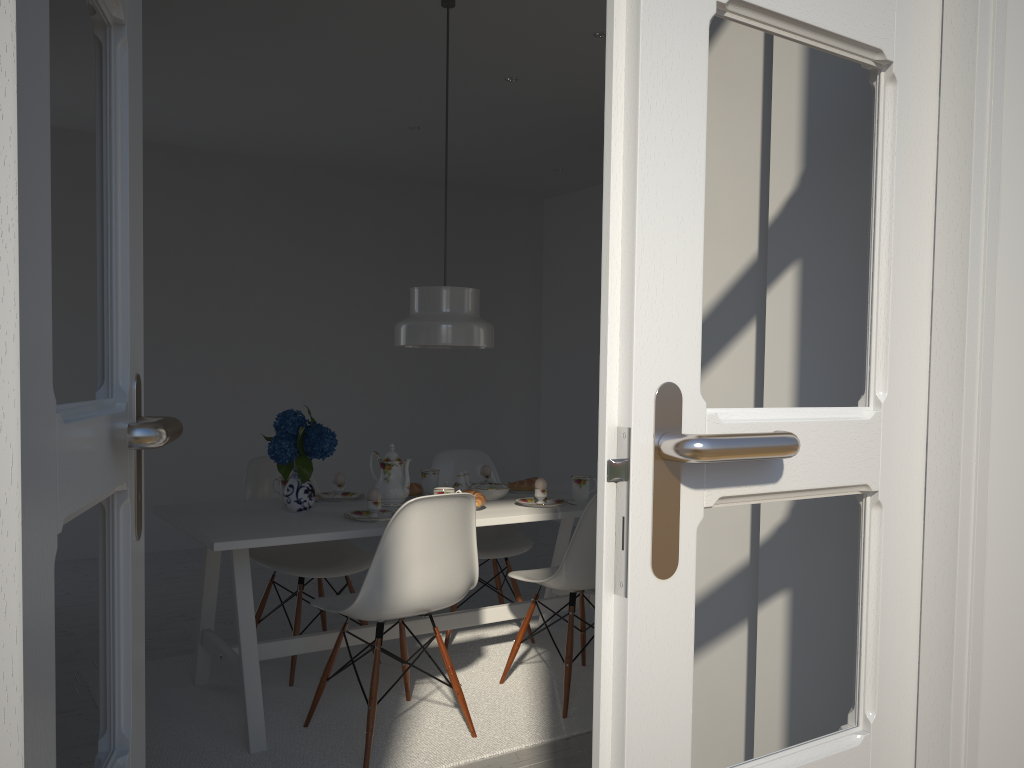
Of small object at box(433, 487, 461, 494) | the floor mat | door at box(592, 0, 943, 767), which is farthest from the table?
door at box(592, 0, 943, 767)

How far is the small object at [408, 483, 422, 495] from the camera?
3.41m

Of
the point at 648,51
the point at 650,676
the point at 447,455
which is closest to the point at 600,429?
the point at 650,676

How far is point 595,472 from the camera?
6.61m

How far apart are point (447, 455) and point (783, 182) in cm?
274

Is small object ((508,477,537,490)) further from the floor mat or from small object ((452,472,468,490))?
the floor mat

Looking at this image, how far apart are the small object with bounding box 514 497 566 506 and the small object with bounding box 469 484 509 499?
0.10m

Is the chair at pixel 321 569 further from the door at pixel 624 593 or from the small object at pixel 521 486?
the door at pixel 624 593

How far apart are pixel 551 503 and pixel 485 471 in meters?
0.5

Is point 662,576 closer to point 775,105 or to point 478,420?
point 775,105
